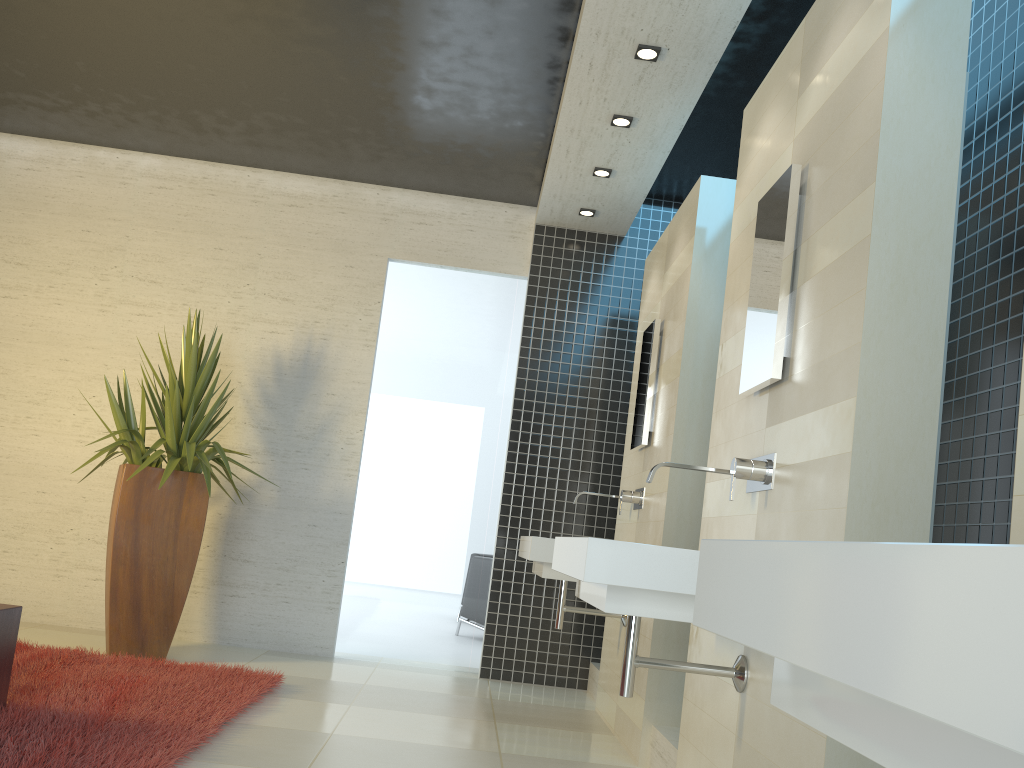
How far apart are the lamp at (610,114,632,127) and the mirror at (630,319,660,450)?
1.1m

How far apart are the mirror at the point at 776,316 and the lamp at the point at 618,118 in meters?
1.8 m

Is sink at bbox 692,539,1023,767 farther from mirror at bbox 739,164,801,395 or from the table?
the table

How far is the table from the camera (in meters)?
3.18

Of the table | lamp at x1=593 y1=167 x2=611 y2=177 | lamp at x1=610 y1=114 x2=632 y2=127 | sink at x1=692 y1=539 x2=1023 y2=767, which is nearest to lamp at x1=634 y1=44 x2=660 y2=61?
lamp at x1=610 y1=114 x2=632 y2=127

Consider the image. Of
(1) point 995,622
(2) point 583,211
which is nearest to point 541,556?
(2) point 583,211

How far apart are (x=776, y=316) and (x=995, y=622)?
2.3 meters

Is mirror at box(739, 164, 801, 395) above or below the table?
above

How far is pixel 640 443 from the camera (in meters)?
4.61

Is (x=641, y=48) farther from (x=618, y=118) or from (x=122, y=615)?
(x=122, y=615)
